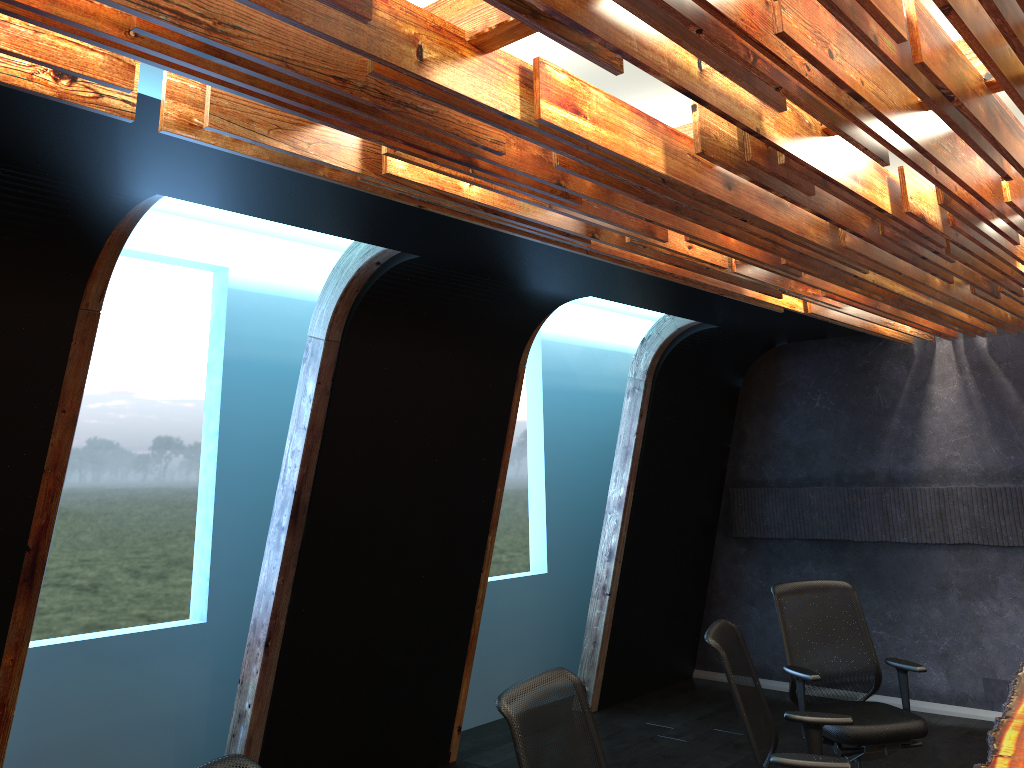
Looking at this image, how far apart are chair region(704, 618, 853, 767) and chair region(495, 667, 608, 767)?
0.8 meters

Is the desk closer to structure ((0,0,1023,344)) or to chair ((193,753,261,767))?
structure ((0,0,1023,344))

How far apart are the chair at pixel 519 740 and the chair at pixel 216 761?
0.81m

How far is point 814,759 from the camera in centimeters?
353cm

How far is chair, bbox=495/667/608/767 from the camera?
2.78m

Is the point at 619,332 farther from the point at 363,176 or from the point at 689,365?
the point at 363,176

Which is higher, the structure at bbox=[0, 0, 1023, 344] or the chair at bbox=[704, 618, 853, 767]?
the structure at bbox=[0, 0, 1023, 344]

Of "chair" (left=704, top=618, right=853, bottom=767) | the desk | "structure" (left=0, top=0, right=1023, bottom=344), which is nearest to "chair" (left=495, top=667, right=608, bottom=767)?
"chair" (left=704, top=618, right=853, bottom=767)

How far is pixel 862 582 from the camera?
7.8m

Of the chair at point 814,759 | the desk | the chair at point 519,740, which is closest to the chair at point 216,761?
the chair at point 519,740
